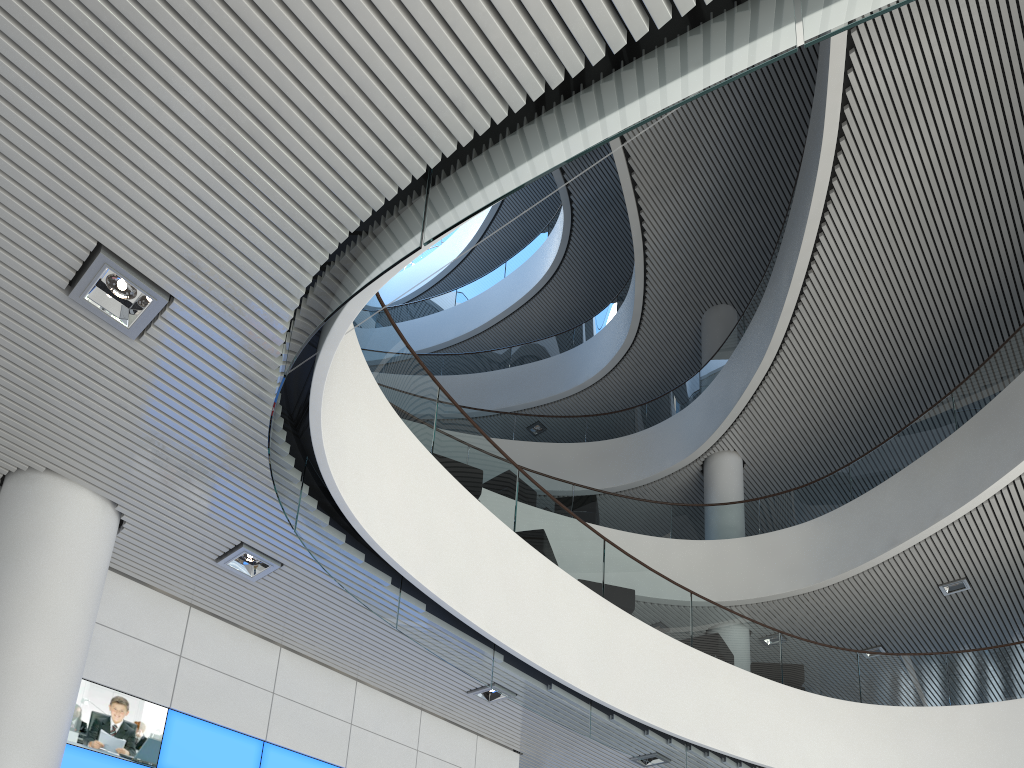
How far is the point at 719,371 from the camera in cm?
1005
